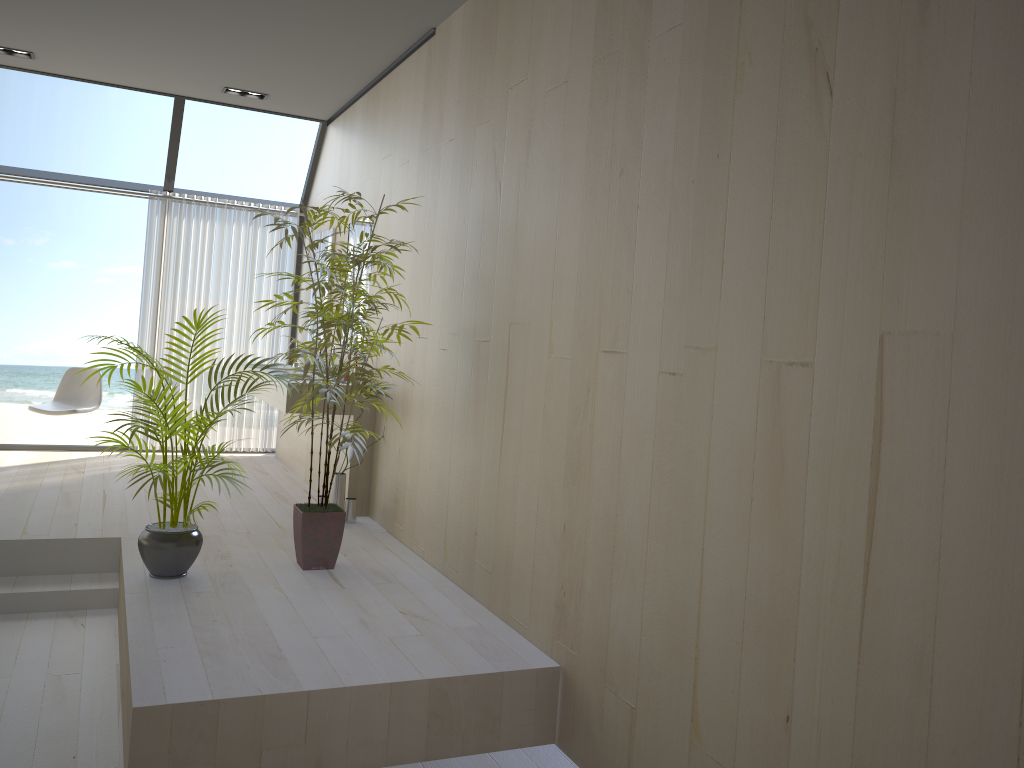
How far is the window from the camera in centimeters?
664cm

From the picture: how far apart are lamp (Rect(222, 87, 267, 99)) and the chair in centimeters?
234cm

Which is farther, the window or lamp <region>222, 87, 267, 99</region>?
the window

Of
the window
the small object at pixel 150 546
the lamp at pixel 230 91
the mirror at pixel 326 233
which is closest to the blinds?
the window

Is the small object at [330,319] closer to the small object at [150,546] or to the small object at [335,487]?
the small object at [150,546]

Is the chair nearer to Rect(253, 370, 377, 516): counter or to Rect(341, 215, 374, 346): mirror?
Rect(253, 370, 377, 516): counter

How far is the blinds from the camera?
7.05m

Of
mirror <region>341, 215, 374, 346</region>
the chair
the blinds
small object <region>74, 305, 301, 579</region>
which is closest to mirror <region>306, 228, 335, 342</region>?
mirror <region>341, 215, 374, 346</region>

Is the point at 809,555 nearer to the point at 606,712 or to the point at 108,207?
the point at 606,712

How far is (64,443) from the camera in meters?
16.2
